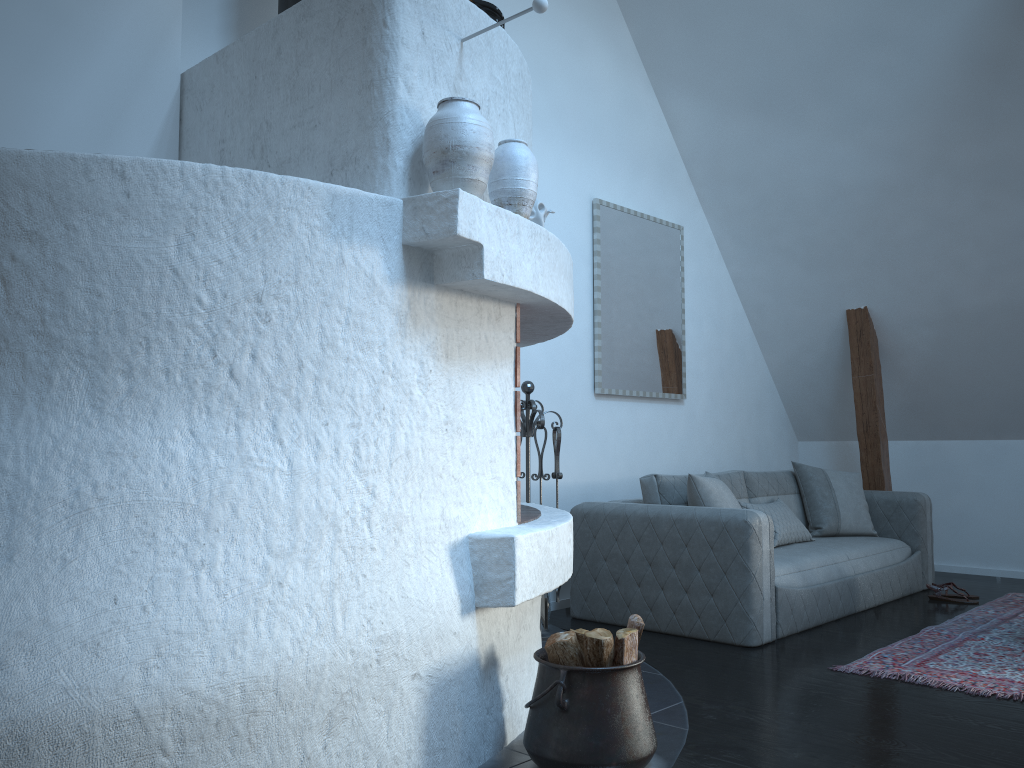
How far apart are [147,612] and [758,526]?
2.92m

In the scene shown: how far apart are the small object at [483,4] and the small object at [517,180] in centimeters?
54cm

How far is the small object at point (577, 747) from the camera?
2.4 meters

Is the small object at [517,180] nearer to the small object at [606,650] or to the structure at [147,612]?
the structure at [147,612]

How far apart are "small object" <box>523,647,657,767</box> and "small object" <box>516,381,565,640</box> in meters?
1.6 m

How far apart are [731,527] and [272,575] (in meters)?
2.57

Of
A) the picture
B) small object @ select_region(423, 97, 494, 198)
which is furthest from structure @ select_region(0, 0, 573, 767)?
the picture

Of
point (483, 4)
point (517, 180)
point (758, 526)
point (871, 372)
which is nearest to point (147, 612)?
point (517, 180)

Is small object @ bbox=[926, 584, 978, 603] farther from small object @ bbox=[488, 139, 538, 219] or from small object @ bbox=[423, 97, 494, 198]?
small object @ bbox=[423, 97, 494, 198]

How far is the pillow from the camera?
4.5m
